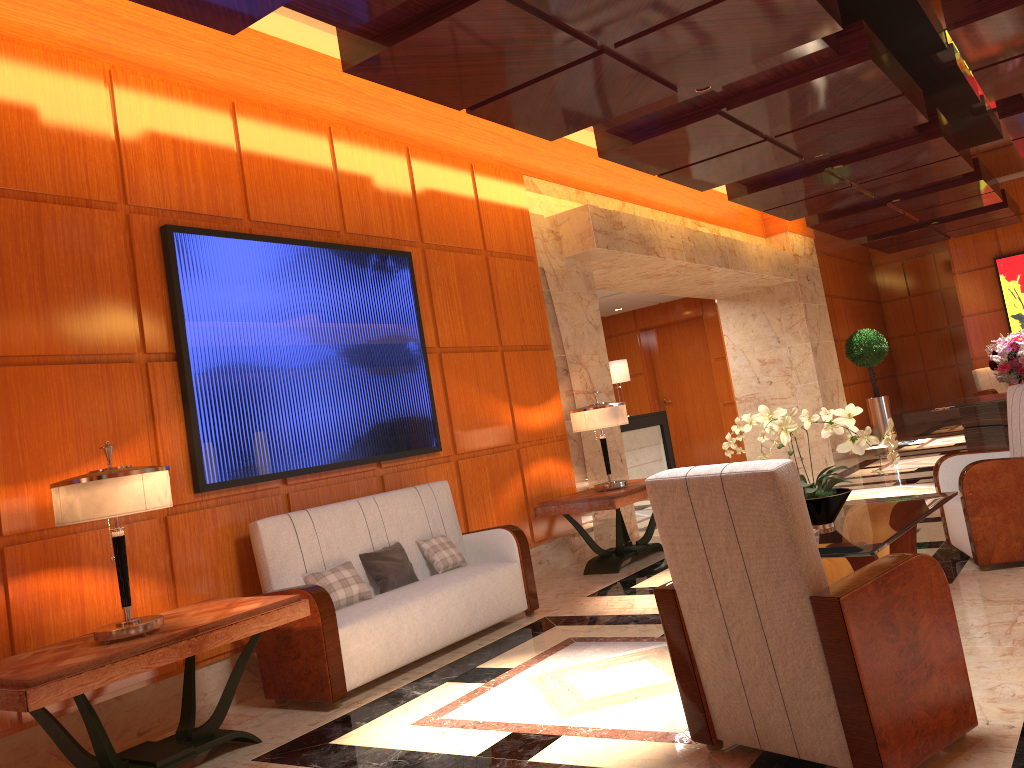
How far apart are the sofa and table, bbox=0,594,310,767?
0.26m

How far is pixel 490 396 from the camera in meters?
7.0 m

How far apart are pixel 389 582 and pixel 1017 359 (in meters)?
6.73

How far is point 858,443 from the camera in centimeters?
406cm

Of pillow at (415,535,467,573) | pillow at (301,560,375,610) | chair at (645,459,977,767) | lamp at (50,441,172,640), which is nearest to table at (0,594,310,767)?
lamp at (50,441,172,640)

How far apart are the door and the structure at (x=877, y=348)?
2.31m

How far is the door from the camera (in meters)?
15.88

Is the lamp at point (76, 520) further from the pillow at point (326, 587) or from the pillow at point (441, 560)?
the pillow at point (441, 560)

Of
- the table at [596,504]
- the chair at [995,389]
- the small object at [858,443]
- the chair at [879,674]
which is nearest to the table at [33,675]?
the chair at [879,674]

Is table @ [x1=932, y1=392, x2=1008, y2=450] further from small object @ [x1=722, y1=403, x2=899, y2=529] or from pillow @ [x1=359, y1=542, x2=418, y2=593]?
pillow @ [x1=359, y1=542, x2=418, y2=593]
